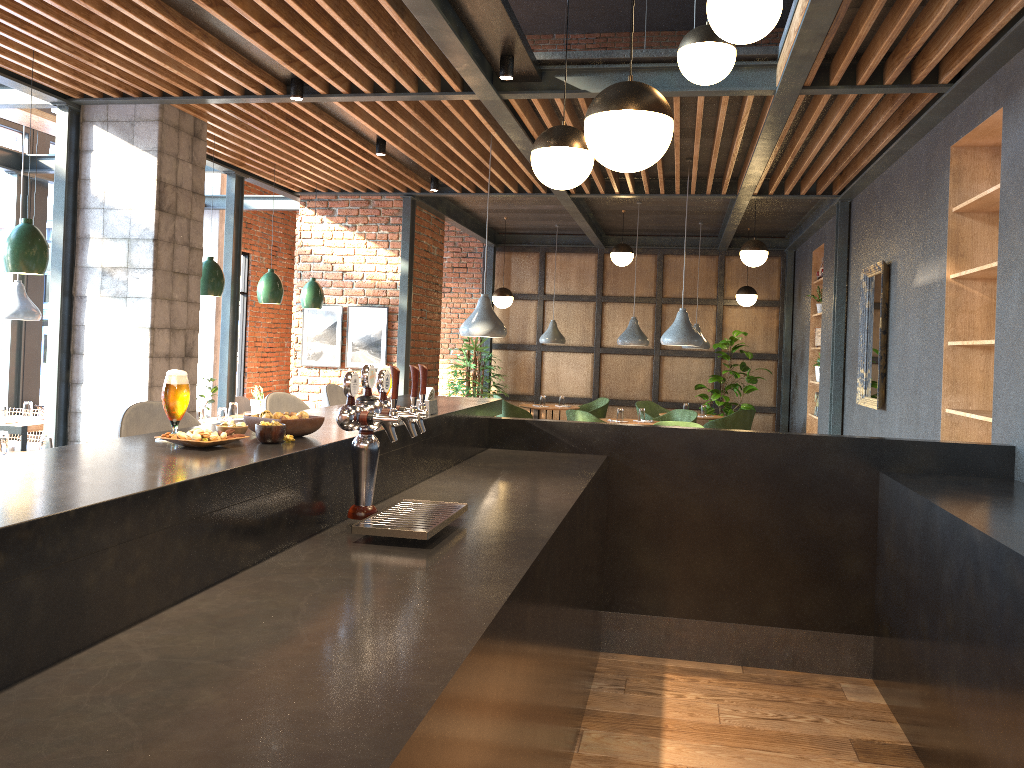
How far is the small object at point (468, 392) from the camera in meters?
11.9 m

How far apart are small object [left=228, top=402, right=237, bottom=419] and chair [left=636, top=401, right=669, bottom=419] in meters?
5.6 m

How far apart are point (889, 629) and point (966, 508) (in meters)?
0.92

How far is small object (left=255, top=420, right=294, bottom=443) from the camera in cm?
229

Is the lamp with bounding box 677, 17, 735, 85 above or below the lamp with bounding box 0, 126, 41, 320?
above

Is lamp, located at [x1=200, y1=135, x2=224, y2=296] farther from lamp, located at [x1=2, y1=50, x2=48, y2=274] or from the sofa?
the sofa

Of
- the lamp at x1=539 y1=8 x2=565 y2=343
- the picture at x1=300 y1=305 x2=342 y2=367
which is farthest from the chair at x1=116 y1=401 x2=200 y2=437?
the lamp at x1=539 y1=8 x2=565 y2=343

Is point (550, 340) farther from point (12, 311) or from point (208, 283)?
point (12, 311)

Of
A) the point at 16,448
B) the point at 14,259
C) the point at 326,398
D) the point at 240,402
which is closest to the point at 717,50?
the point at 326,398

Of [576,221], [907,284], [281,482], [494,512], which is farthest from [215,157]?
[281,482]
